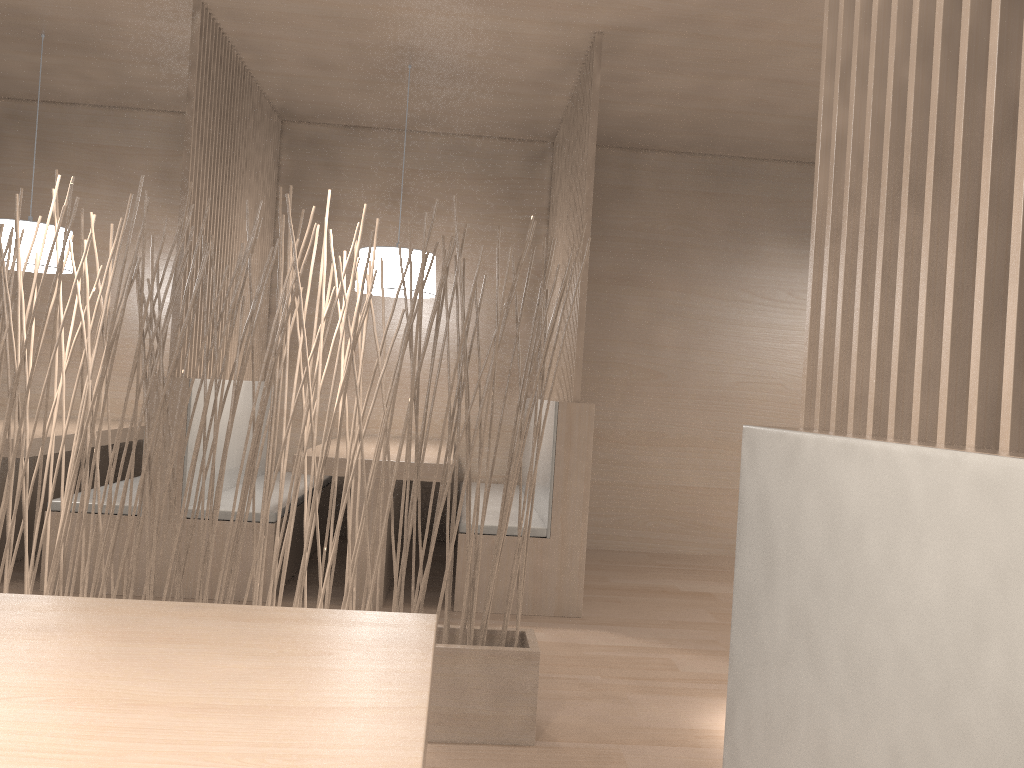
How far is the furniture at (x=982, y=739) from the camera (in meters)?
0.42

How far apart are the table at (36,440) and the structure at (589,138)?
1.5m

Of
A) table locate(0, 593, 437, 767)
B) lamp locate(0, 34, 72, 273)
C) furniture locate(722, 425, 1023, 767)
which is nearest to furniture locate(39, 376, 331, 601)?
lamp locate(0, 34, 72, 273)

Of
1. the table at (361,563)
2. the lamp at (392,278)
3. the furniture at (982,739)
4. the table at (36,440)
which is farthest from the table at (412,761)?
the lamp at (392,278)

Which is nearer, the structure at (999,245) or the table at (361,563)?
the structure at (999,245)

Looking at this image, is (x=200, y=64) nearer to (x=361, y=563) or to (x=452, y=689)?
(x=361, y=563)

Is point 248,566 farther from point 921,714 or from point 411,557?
point 921,714

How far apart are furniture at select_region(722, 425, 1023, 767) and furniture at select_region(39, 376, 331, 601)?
1.8 meters

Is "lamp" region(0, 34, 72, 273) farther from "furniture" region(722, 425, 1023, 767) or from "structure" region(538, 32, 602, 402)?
"furniture" region(722, 425, 1023, 767)

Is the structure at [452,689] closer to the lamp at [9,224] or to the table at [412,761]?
the table at [412,761]
